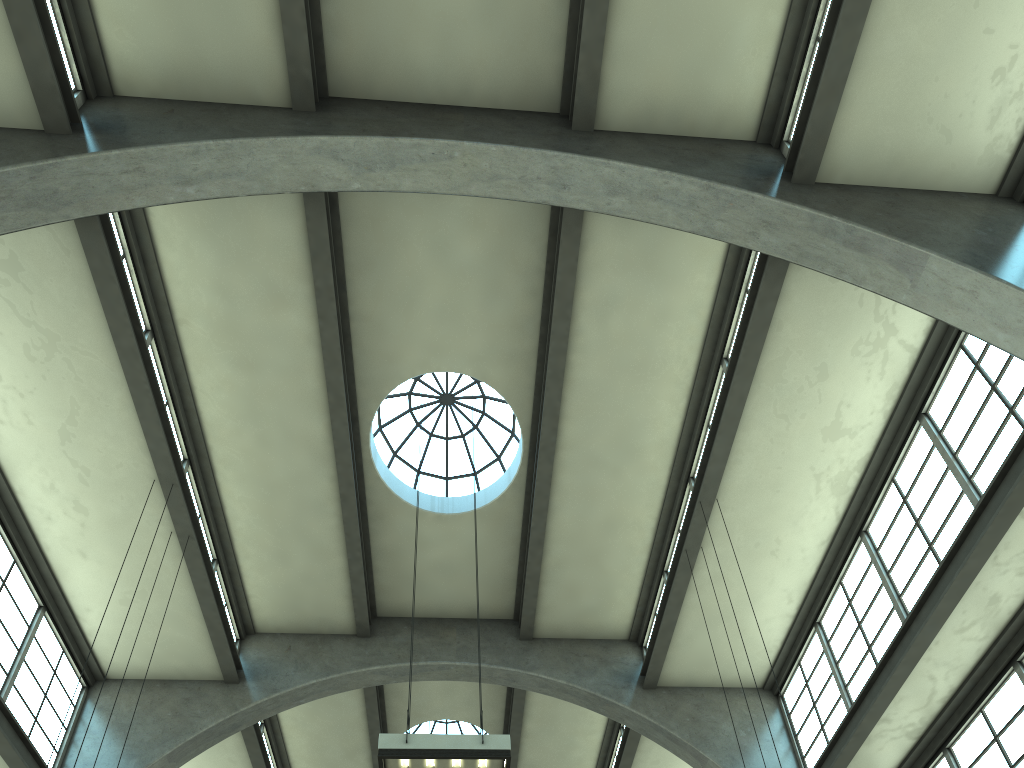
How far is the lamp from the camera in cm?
823

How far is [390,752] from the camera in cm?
823

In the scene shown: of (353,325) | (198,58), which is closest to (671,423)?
(353,325)

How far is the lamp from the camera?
8.2 meters
